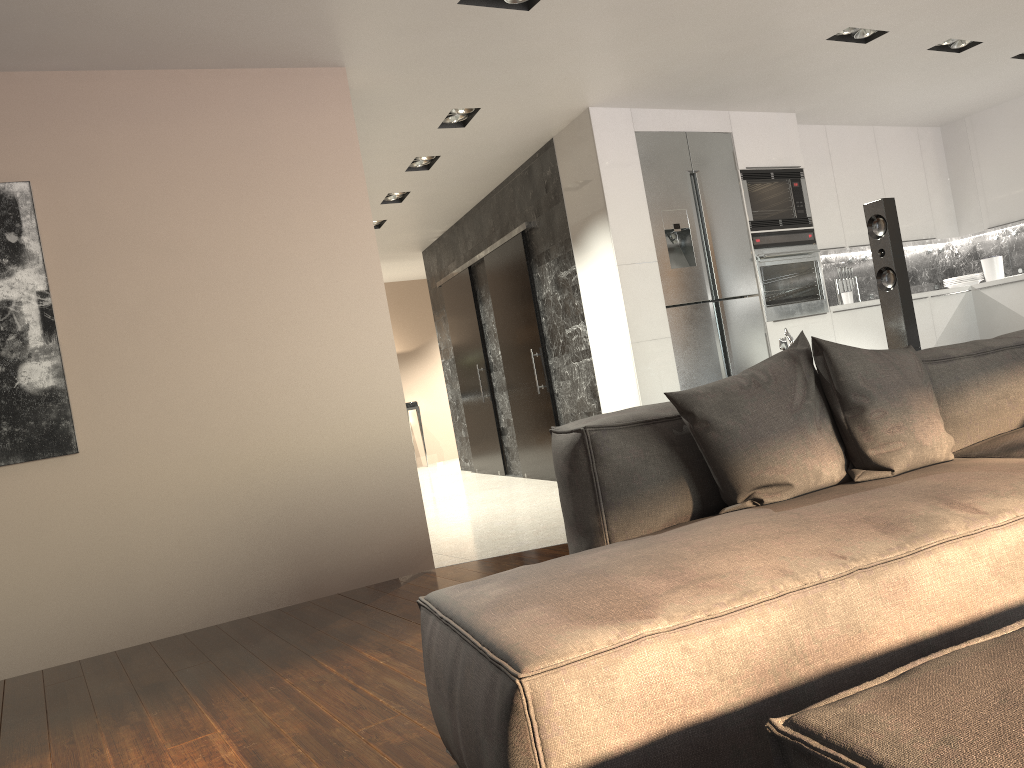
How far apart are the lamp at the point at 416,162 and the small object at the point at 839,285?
3.5 meters

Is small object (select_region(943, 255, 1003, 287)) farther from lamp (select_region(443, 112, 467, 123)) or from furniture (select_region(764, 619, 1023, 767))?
furniture (select_region(764, 619, 1023, 767))

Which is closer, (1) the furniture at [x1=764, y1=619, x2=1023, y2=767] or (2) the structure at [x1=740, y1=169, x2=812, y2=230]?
(1) the furniture at [x1=764, y1=619, x2=1023, y2=767]

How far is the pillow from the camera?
2.1m

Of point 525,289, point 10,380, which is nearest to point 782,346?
point 10,380

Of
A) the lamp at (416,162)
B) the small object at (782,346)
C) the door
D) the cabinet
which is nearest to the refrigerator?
the cabinet

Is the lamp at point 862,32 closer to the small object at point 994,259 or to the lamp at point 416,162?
the lamp at point 416,162

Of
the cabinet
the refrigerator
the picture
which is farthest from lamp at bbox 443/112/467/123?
the picture

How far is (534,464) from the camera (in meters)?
7.58

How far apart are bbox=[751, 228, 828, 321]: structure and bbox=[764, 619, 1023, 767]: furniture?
5.3m
